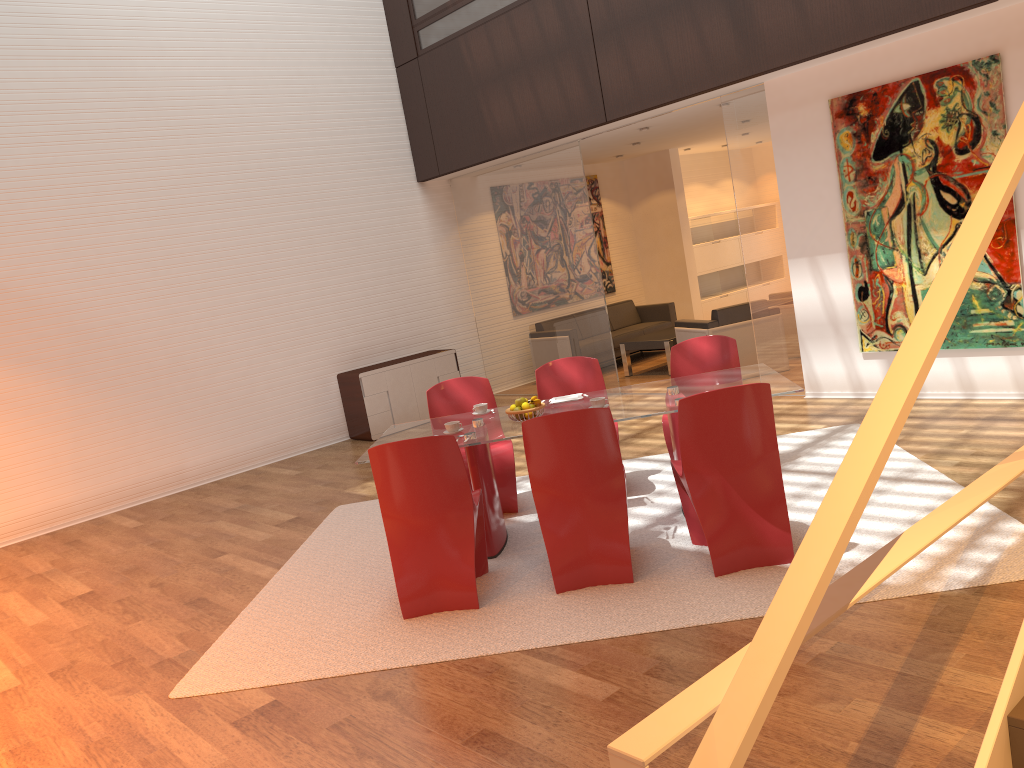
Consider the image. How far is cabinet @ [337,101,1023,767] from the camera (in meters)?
1.20

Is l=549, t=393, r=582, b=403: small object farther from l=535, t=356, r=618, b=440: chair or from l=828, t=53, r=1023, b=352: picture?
l=828, t=53, r=1023, b=352: picture

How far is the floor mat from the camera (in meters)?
3.92

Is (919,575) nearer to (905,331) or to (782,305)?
(905,331)

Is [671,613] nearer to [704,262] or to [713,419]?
[713,419]

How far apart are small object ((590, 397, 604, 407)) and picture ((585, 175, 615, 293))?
7.7 meters

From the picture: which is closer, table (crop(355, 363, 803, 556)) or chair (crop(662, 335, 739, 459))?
table (crop(355, 363, 803, 556))

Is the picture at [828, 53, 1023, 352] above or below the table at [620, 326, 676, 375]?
above

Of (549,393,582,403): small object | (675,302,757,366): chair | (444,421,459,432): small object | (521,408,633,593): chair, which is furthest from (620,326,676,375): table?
(521,408,633,593): chair

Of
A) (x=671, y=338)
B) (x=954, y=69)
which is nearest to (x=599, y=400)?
(x=954, y=69)
